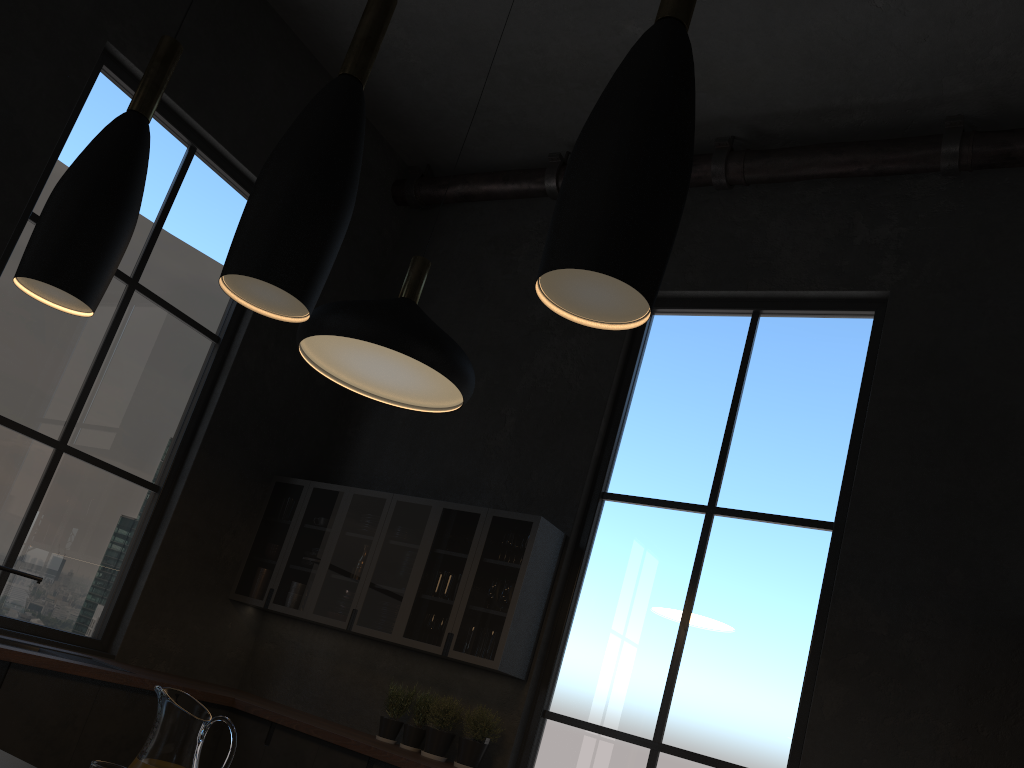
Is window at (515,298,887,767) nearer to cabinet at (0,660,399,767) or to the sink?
cabinet at (0,660,399,767)

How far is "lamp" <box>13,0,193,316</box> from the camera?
1.7m

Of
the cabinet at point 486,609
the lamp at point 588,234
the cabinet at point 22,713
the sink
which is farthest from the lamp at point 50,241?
the cabinet at point 486,609

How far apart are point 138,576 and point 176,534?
0.31m

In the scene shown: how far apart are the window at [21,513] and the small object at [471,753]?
2.11m

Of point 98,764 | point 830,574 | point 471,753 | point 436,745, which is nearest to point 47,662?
point 98,764

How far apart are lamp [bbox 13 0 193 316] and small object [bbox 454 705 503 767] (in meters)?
3.42

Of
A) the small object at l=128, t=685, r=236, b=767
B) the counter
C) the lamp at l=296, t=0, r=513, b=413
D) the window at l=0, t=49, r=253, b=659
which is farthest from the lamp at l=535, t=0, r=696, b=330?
the window at l=0, t=49, r=253, b=659

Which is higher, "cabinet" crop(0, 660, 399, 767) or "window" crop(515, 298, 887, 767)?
"window" crop(515, 298, 887, 767)

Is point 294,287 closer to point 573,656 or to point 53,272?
point 53,272
